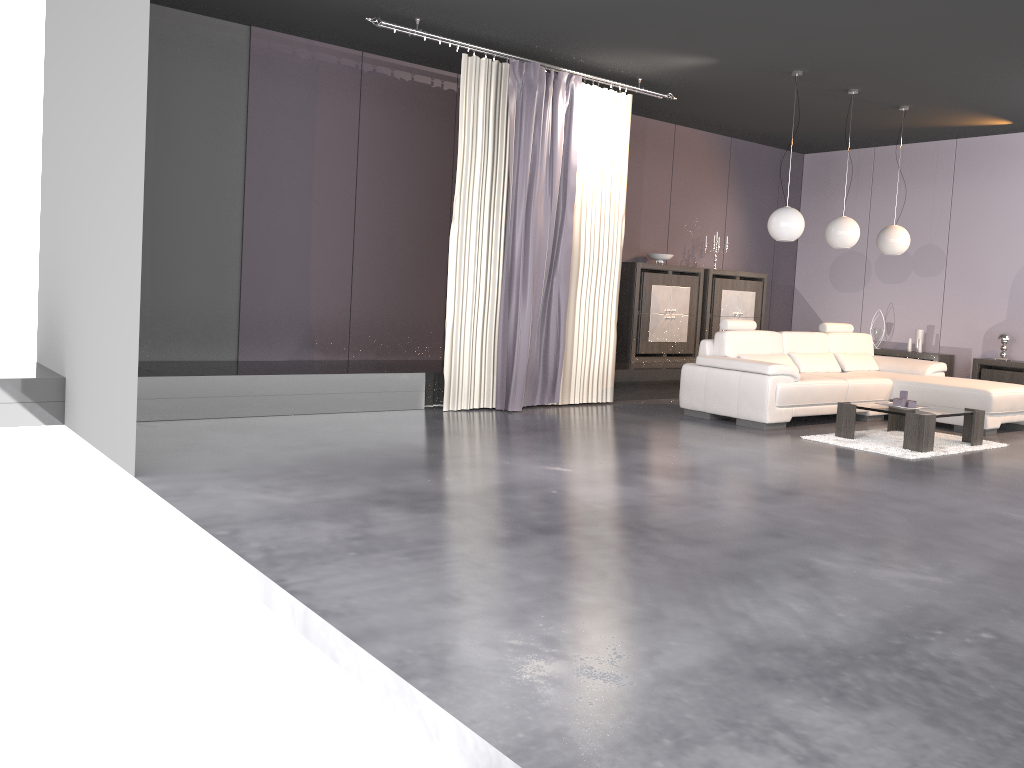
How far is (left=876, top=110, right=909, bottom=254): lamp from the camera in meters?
8.5

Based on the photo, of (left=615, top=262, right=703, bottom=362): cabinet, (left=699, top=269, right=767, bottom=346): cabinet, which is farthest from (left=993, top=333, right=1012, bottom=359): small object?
(left=615, top=262, right=703, bottom=362): cabinet

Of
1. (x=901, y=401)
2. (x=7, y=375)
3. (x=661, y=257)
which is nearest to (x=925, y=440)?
(x=901, y=401)

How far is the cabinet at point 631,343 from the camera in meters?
9.4

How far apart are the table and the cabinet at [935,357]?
2.9m

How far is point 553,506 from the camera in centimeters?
421cm

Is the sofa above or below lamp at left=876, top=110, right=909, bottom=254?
below

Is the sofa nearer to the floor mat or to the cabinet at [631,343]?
the floor mat

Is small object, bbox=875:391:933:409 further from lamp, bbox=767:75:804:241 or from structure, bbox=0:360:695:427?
structure, bbox=0:360:695:427

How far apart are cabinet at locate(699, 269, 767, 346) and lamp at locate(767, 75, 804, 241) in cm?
250
